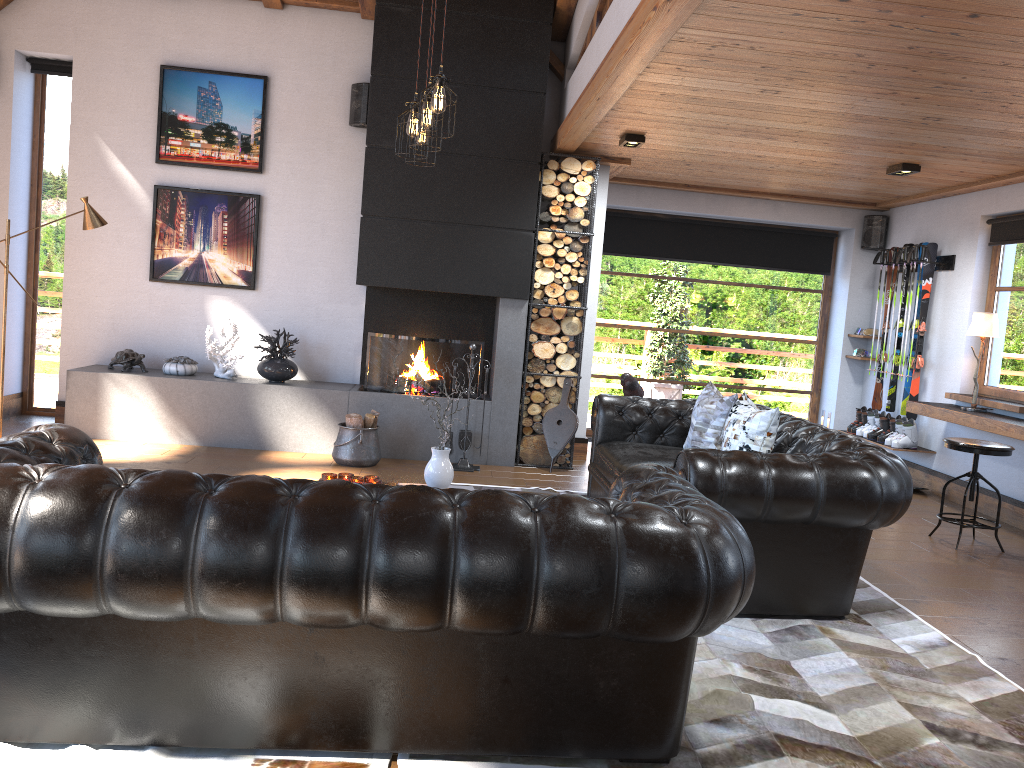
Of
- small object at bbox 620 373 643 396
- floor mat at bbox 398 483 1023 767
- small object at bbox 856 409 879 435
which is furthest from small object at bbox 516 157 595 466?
floor mat at bbox 398 483 1023 767

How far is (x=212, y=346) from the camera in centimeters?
730cm

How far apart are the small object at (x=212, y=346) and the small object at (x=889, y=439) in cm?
573

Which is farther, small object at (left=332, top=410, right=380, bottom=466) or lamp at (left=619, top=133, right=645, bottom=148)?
small object at (left=332, top=410, right=380, bottom=466)

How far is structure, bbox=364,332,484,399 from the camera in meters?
7.4 m

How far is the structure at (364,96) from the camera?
7.41m

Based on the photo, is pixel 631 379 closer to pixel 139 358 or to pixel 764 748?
pixel 764 748

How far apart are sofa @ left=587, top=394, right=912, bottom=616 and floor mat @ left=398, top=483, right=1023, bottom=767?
0.0m

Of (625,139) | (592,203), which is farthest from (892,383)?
(625,139)

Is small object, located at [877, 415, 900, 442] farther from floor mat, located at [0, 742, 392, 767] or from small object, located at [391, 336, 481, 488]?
floor mat, located at [0, 742, 392, 767]
